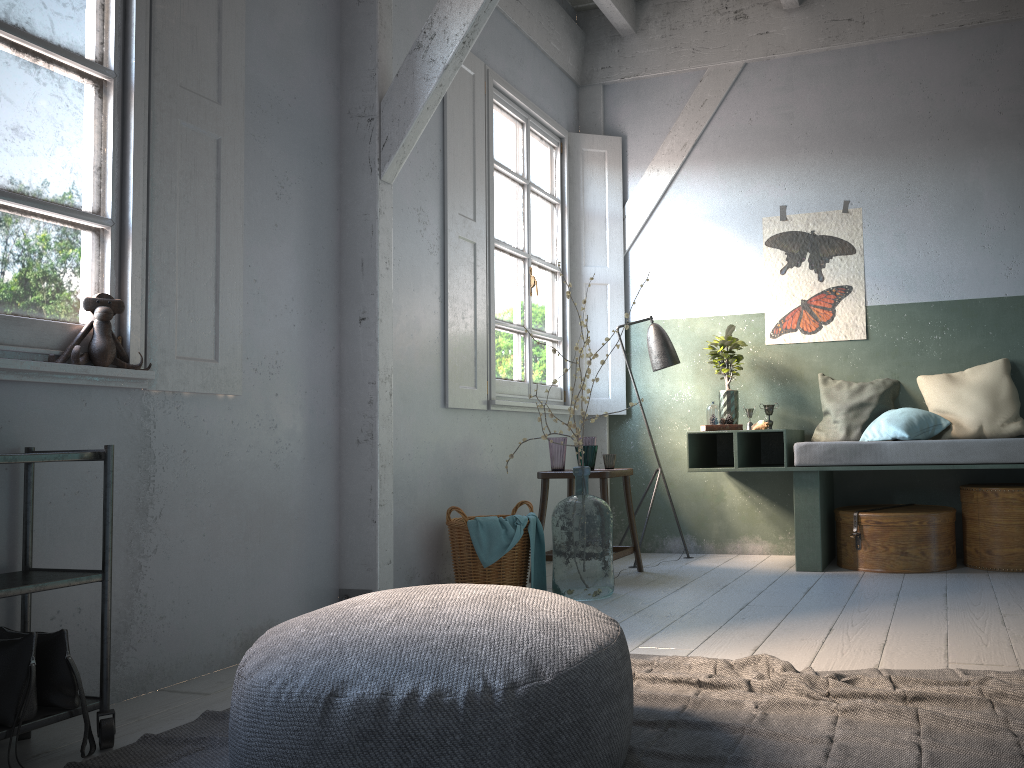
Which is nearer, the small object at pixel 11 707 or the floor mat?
the floor mat

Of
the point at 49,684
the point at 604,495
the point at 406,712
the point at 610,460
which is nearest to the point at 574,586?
the point at 604,495

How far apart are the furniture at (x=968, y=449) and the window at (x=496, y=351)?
1.03m

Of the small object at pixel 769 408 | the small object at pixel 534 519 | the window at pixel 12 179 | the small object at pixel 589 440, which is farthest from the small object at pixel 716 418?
the window at pixel 12 179

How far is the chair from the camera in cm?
539

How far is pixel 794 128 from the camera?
6.4m

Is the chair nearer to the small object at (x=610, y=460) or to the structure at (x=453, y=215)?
the small object at (x=610, y=460)

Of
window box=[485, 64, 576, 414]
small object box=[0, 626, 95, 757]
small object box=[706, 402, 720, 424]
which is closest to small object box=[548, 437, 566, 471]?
window box=[485, 64, 576, 414]

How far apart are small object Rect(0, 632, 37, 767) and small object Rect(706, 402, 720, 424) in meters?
4.3 m

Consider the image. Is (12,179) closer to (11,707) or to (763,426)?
(11,707)
